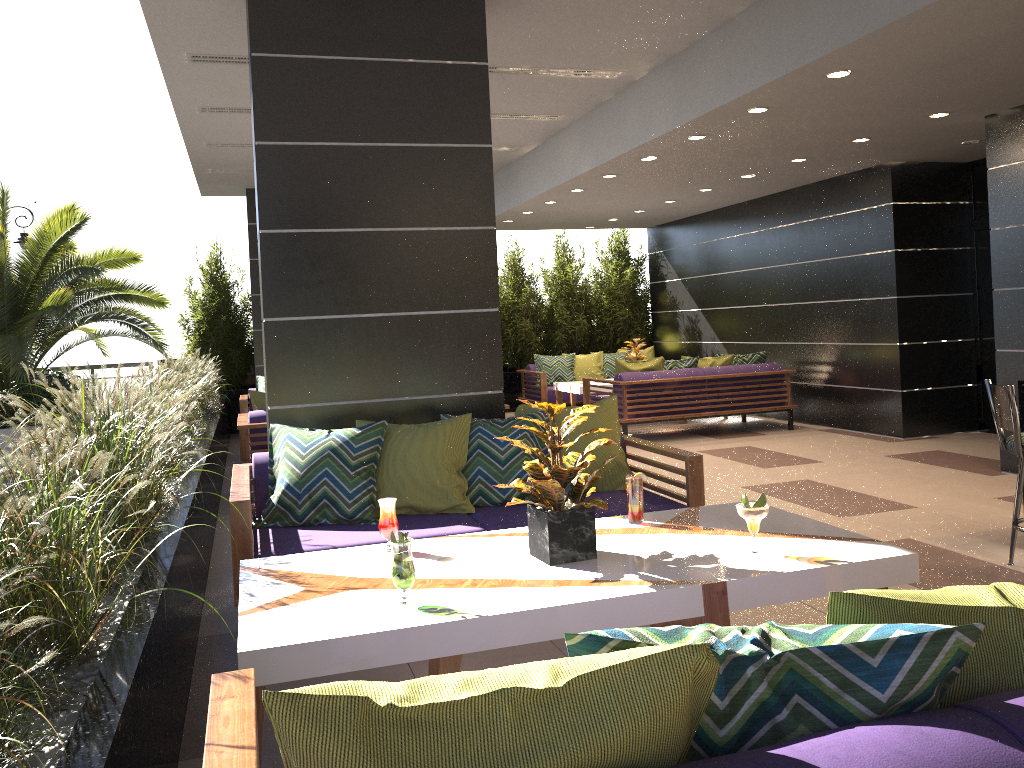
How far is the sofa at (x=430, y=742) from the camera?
1.1m

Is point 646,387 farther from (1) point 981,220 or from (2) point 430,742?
(2) point 430,742

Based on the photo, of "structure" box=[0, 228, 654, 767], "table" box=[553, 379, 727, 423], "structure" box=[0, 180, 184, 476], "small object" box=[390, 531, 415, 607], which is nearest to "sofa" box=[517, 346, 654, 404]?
"table" box=[553, 379, 727, 423]

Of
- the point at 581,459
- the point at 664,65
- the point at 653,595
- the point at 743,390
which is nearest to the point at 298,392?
the point at 581,459

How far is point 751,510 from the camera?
2.8 meters

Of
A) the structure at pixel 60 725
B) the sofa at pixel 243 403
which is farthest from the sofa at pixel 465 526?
the sofa at pixel 243 403

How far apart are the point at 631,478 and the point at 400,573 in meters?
1.2

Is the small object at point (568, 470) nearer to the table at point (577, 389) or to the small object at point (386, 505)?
the small object at point (386, 505)

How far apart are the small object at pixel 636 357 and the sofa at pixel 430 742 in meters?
9.6 m

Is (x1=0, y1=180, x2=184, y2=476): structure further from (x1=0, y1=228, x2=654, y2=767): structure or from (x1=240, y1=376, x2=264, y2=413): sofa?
(x1=240, y1=376, x2=264, y2=413): sofa
